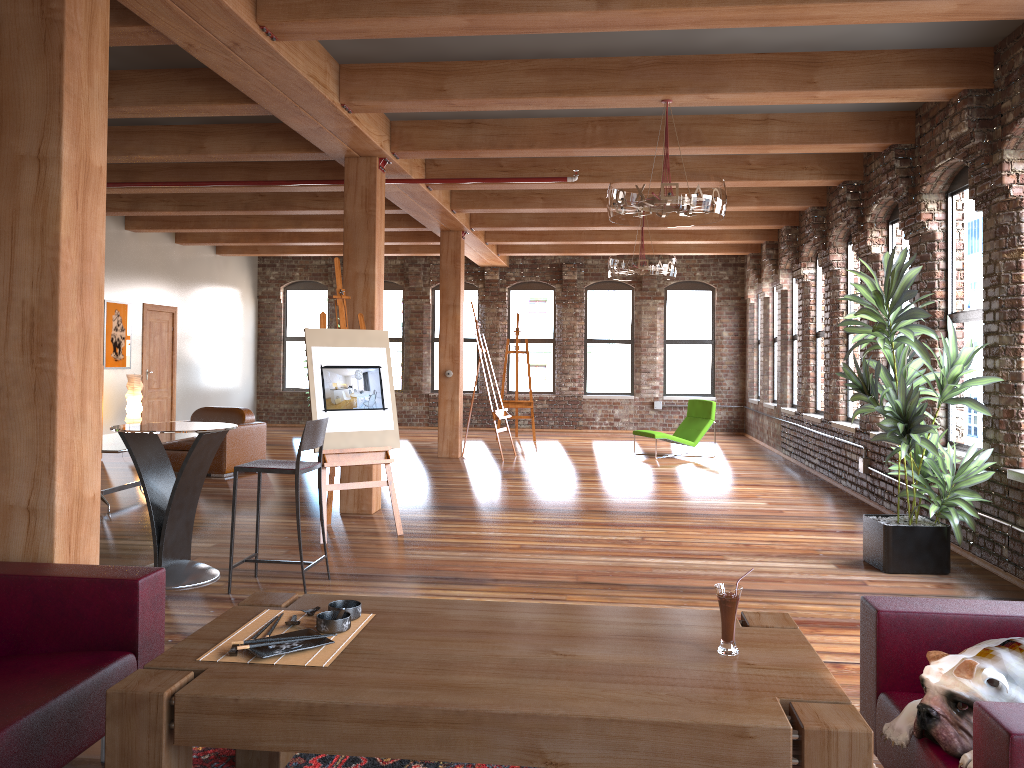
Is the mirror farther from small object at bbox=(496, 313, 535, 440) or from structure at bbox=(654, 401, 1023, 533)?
structure at bbox=(654, 401, 1023, 533)

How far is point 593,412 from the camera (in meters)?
16.64

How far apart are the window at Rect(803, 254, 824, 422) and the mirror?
9.3m

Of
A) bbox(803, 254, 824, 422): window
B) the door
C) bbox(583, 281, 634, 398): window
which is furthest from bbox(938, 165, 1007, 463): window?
the door

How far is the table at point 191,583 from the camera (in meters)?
5.20

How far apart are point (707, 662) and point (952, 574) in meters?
4.1 m

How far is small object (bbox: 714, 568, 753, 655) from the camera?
2.4 meters

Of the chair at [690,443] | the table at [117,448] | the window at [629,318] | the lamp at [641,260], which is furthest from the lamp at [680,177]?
the window at [629,318]

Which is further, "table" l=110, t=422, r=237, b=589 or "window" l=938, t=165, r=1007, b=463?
"window" l=938, t=165, r=1007, b=463

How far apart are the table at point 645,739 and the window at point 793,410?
9.74m
